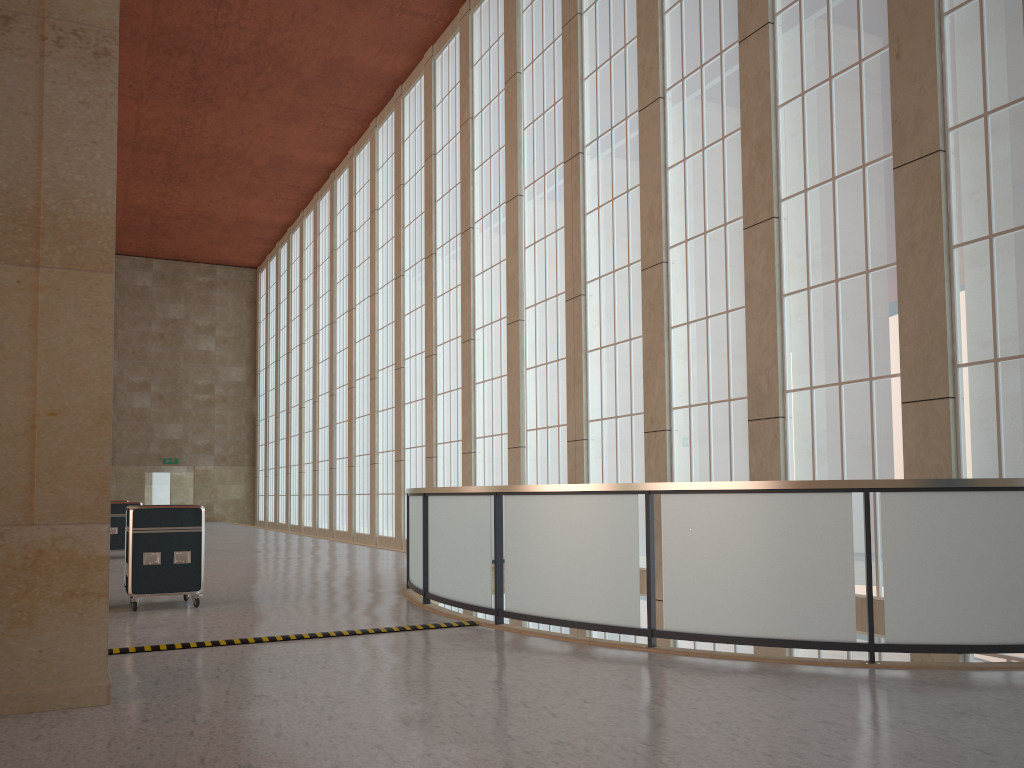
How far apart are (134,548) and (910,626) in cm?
1027

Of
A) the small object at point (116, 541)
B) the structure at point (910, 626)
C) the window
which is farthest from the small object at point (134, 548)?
the small object at point (116, 541)

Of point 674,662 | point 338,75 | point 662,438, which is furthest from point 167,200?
point 674,662

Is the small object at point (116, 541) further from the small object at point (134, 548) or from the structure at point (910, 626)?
the small object at point (134, 548)

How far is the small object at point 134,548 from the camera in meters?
12.8

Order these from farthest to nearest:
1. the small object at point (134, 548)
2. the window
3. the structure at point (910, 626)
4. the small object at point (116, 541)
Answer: the small object at point (116, 541) → the small object at point (134, 548) → the window → the structure at point (910, 626)

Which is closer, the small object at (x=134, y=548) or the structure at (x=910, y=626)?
the structure at (x=910, y=626)

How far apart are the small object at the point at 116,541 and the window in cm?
999

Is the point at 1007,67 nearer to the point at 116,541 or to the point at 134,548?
the point at 134,548

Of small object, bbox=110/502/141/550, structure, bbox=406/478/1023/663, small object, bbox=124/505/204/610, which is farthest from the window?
small object, bbox=110/502/141/550
